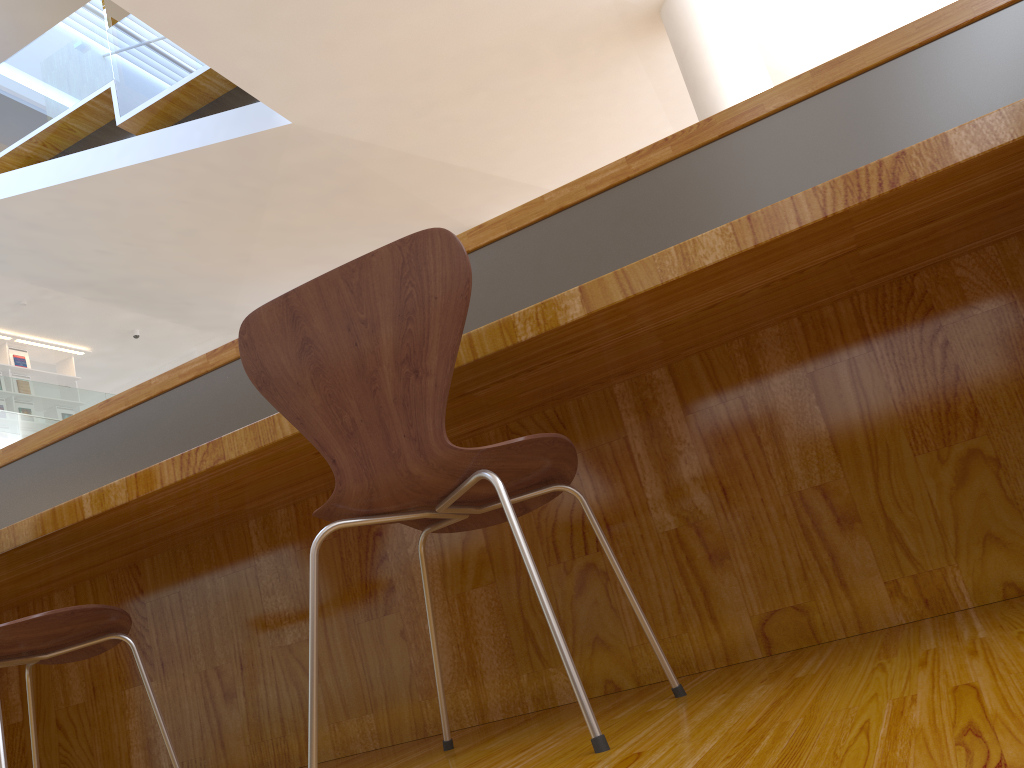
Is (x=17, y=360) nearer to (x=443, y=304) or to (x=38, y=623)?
(x=38, y=623)

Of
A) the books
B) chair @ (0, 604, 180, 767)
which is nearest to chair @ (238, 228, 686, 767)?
chair @ (0, 604, 180, 767)

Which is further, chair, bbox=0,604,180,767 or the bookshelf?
the bookshelf

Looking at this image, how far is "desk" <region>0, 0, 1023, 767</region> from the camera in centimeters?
140cm

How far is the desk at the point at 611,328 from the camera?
1.40m

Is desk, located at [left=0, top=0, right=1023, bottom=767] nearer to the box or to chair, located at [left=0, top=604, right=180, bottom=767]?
chair, located at [left=0, top=604, right=180, bottom=767]

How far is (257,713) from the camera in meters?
2.0

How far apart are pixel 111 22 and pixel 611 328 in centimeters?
670cm

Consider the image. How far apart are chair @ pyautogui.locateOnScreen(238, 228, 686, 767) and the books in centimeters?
1020cm

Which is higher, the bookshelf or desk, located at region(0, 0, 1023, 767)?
the bookshelf
